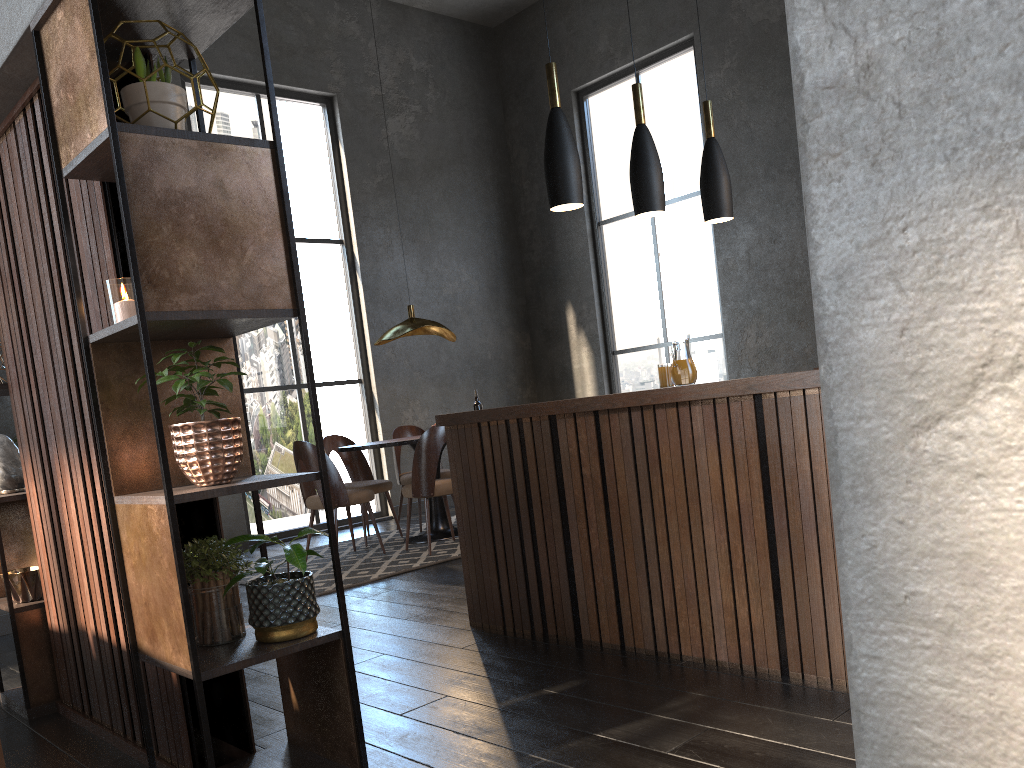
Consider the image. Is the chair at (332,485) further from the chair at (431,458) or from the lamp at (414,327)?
the lamp at (414,327)

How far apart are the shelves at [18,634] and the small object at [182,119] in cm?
159

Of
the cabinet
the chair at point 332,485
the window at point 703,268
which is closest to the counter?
the cabinet

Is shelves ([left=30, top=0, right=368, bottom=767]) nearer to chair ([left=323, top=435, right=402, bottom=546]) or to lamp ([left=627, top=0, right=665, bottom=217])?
lamp ([left=627, top=0, right=665, bottom=217])

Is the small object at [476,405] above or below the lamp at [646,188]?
below

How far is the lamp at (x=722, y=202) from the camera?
4.7m

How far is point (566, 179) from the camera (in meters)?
3.91

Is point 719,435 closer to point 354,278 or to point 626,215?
point 354,278

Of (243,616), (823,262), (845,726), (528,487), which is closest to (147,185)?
(243,616)

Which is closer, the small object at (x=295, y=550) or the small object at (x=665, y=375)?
the small object at (x=295, y=550)
